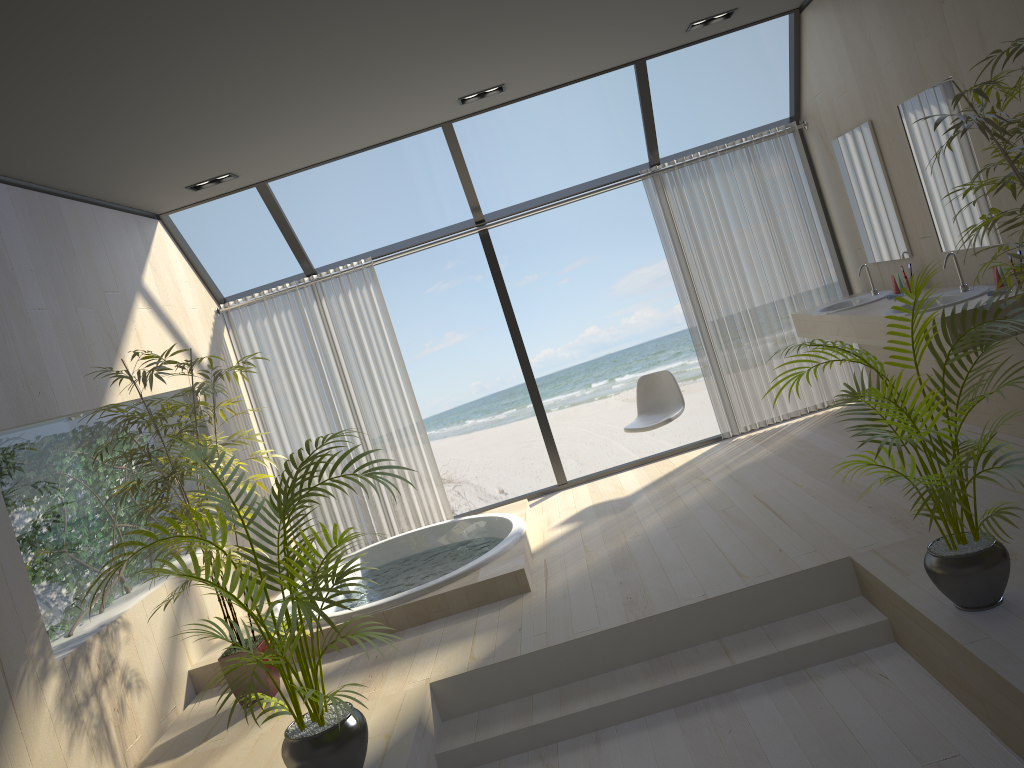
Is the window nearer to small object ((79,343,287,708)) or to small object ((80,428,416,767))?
small object ((79,343,287,708))

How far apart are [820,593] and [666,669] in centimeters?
73cm

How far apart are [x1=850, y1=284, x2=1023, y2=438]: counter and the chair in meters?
1.3

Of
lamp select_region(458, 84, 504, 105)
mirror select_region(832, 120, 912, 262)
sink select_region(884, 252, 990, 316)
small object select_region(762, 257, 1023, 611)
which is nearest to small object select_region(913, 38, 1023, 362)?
small object select_region(762, 257, 1023, 611)

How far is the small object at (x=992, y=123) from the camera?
2.66m

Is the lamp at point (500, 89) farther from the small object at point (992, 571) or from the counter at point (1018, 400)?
the small object at point (992, 571)

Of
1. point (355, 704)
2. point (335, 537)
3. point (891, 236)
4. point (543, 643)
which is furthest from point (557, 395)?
point (335, 537)

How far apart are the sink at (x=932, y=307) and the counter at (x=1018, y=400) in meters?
0.0

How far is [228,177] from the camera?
5.6 meters

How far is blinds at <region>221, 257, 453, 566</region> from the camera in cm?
657
